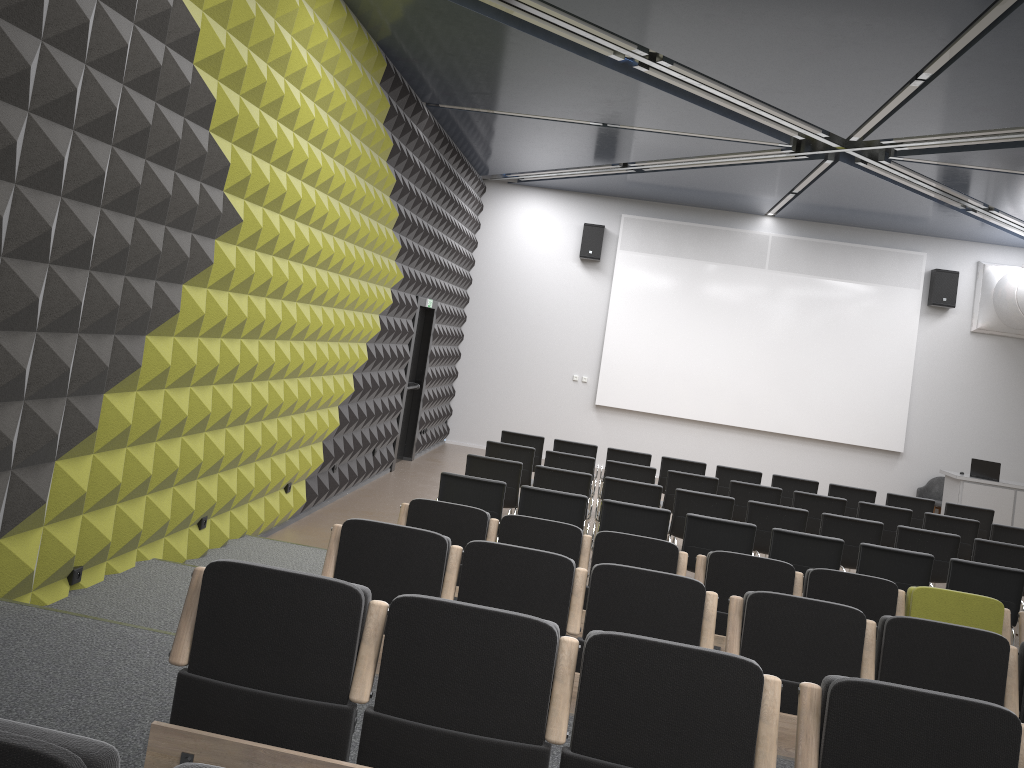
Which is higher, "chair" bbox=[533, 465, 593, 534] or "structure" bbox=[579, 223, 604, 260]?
"structure" bbox=[579, 223, 604, 260]

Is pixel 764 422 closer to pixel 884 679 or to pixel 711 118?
pixel 711 118

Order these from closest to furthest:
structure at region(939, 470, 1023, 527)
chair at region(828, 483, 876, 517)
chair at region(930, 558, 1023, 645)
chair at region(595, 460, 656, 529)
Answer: chair at region(930, 558, 1023, 645) < chair at region(595, 460, 656, 529) < chair at region(828, 483, 876, 517) < structure at region(939, 470, 1023, 527)

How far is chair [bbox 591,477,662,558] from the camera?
8.49m

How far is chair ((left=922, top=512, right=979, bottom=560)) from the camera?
9.4 meters

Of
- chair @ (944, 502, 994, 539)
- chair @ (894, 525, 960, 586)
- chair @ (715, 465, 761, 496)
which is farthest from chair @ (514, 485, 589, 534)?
chair @ (944, 502, 994, 539)

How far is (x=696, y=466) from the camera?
11.0 meters

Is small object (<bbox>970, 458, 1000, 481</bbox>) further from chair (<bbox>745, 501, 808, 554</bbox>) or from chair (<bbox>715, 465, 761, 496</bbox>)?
chair (<bbox>745, 501, 808, 554</bbox>)

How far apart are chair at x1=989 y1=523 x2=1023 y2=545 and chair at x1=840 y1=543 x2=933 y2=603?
2.98m

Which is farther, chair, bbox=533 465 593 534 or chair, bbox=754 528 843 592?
chair, bbox=533 465 593 534
